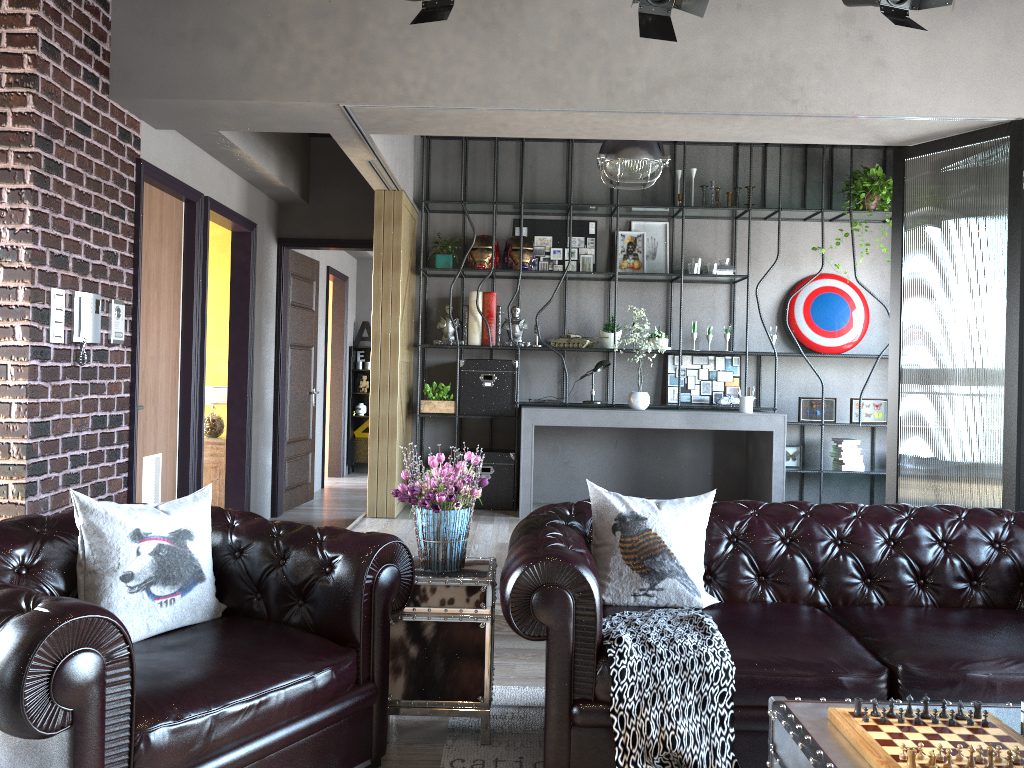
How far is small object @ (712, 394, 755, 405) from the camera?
7.7 meters

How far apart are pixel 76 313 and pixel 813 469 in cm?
578

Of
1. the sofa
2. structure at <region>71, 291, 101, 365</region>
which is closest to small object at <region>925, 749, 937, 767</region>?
the sofa

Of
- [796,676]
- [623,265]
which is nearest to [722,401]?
[623,265]

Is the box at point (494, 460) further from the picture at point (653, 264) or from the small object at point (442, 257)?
the picture at point (653, 264)

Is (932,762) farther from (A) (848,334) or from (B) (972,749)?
(A) (848,334)

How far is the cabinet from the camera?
7.38m

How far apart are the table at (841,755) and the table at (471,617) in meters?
1.1 m

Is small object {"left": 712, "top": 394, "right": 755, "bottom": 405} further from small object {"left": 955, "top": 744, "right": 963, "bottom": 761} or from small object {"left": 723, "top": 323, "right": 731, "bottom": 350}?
small object {"left": 955, "top": 744, "right": 963, "bottom": 761}

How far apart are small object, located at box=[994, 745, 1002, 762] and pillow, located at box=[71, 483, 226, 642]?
2.38m
